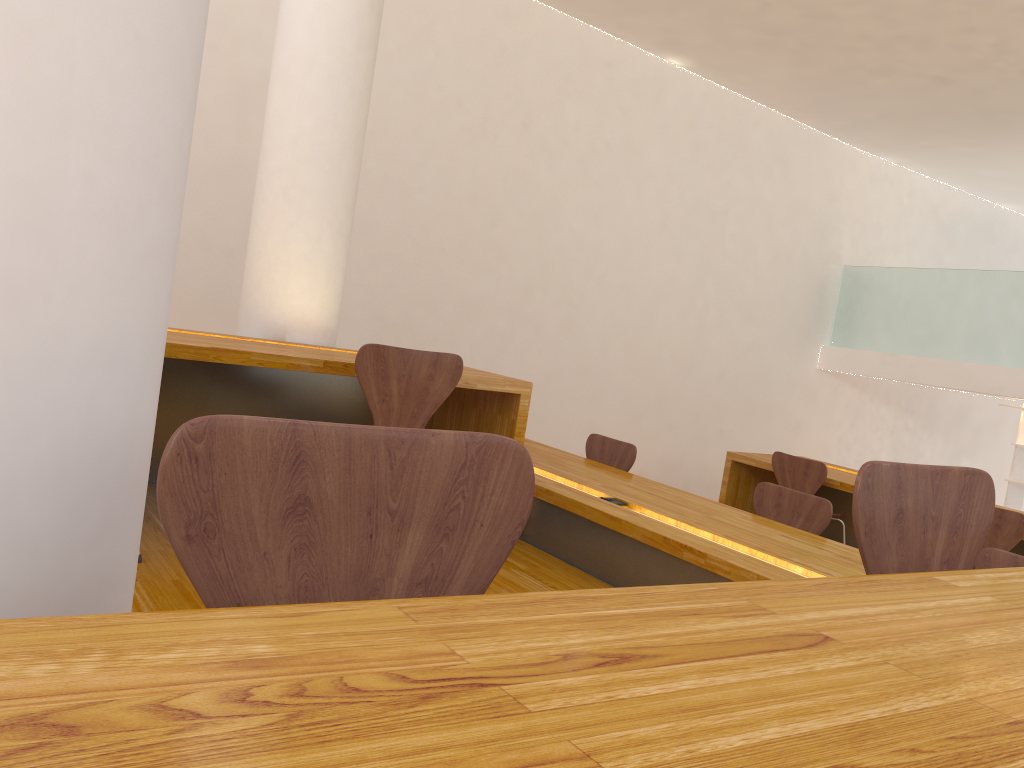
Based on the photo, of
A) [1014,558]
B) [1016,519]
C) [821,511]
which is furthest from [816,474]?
[1014,558]

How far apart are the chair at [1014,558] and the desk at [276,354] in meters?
1.7 m

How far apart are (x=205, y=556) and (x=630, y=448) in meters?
3.8 m

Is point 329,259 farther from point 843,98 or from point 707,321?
point 843,98

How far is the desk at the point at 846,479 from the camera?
5.2m

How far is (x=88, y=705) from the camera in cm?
41

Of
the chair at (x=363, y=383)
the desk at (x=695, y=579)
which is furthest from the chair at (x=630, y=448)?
the chair at (x=363, y=383)

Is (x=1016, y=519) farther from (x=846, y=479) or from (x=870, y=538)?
(x=870, y=538)

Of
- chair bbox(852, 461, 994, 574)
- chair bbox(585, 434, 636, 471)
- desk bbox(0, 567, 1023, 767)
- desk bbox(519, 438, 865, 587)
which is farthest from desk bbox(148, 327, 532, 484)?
desk bbox(0, 567, 1023, 767)

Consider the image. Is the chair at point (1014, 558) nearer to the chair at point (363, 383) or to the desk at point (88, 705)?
the chair at point (363, 383)
